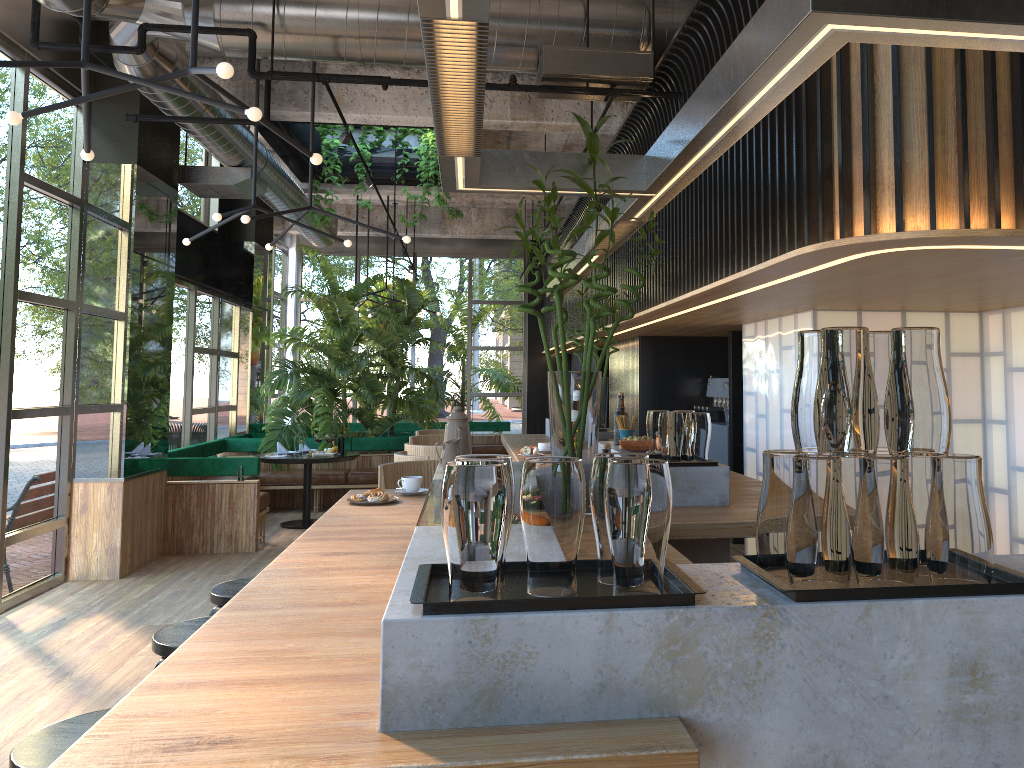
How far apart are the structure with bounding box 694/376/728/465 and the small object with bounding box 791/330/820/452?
7.28m

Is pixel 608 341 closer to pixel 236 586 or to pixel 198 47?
pixel 236 586

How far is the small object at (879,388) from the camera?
1.54m

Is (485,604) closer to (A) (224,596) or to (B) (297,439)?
(A) (224,596)

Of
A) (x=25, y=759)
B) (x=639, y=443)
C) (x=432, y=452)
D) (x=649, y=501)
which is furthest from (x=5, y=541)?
(x=649, y=501)

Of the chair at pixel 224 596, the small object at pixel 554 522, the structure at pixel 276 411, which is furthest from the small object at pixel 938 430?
the structure at pixel 276 411

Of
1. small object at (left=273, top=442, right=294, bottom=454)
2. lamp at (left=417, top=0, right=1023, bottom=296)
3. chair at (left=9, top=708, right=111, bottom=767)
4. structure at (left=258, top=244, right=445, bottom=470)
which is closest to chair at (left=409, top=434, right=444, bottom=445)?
lamp at (left=417, top=0, right=1023, bottom=296)

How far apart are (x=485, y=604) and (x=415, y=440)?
5.67m

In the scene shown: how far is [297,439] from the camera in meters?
9.3 m

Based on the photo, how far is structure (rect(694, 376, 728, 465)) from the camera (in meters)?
8.84
